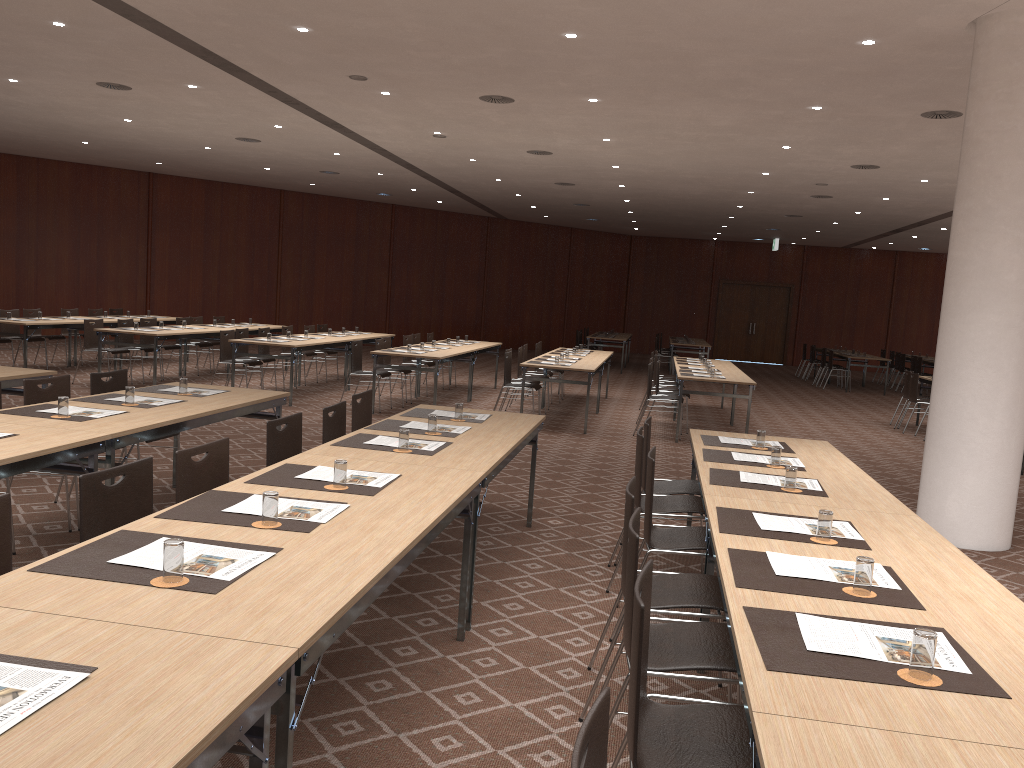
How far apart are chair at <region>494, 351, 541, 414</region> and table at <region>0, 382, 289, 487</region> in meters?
5.3 m

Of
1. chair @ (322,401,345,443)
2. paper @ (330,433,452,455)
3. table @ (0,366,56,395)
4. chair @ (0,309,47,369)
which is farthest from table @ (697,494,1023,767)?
chair @ (0,309,47,369)

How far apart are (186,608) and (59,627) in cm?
30

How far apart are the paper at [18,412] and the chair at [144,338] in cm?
930

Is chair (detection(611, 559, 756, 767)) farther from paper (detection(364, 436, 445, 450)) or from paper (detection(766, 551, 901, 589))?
paper (detection(364, 436, 445, 450))

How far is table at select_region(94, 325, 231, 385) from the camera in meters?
12.3 m

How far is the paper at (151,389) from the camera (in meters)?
6.45

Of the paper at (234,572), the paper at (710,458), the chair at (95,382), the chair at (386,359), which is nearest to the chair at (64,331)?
the chair at (386,359)

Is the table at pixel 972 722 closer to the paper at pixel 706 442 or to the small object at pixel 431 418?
the paper at pixel 706 442

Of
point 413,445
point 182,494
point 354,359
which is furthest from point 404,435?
point 354,359
